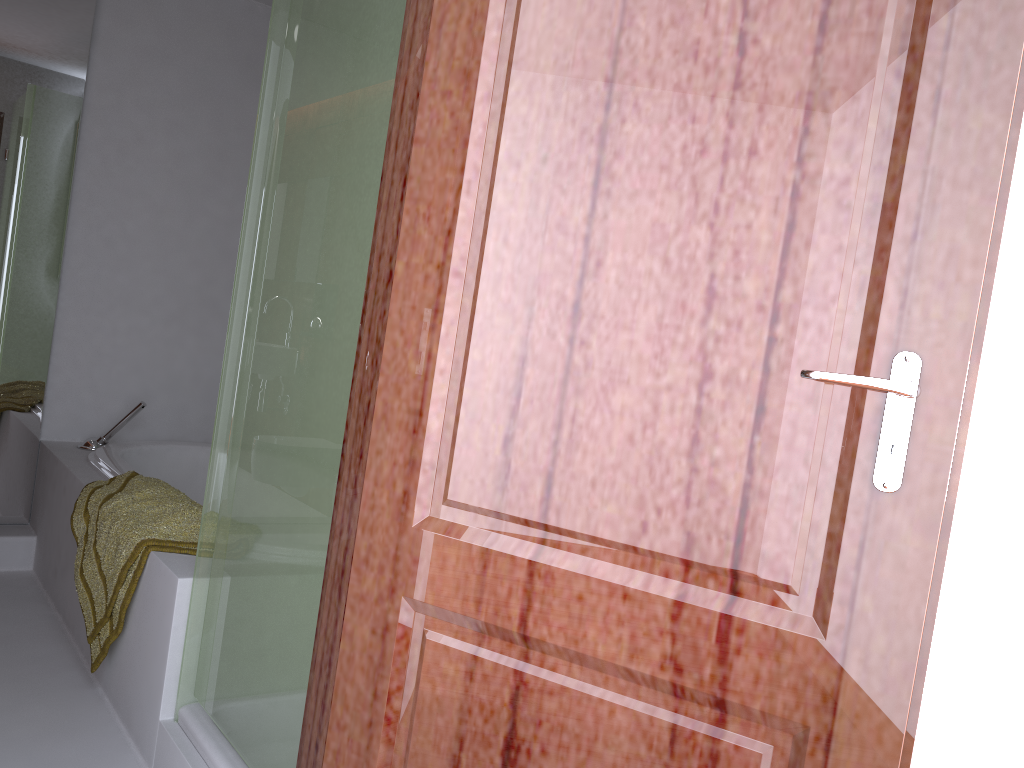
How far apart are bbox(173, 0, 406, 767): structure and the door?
0.41m

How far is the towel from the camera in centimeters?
220cm

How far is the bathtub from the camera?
3.01m

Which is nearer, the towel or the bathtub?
the towel

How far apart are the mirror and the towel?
0.8m

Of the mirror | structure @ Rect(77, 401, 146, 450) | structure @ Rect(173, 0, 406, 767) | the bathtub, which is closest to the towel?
the bathtub

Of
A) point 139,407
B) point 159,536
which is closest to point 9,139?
point 139,407

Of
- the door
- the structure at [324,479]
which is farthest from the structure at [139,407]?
the door

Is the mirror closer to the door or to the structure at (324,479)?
the structure at (324,479)

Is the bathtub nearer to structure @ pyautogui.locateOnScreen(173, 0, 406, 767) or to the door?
structure @ pyautogui.locateOnScreen(173, 0, 406, 767)
